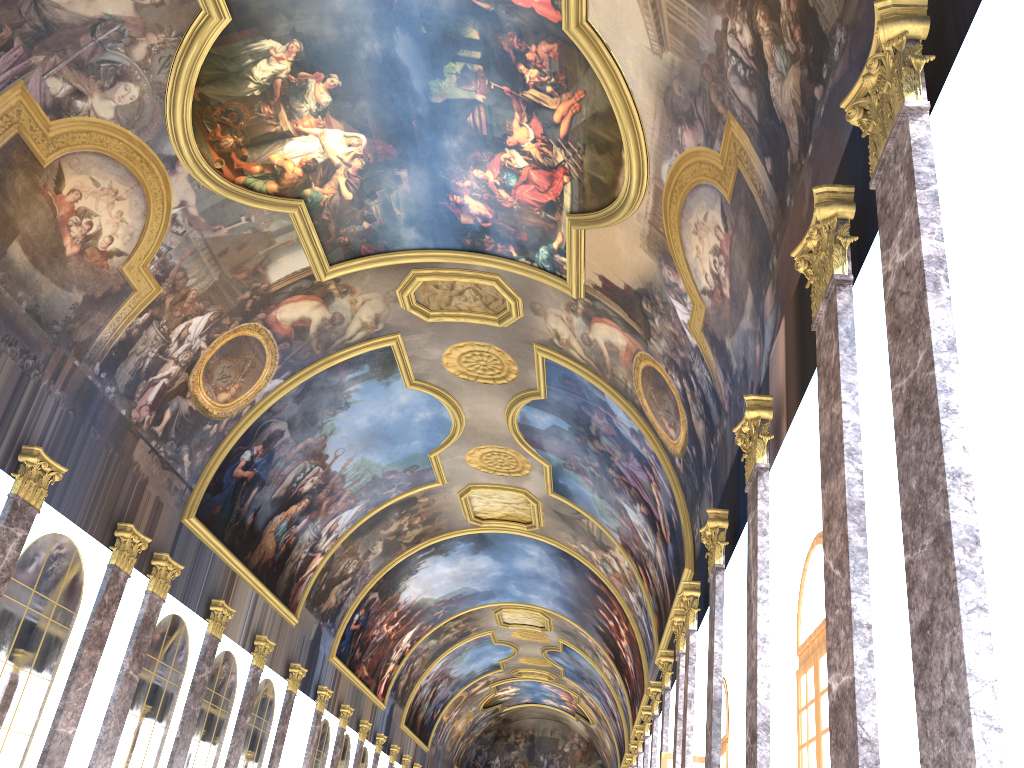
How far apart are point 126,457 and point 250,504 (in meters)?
5.80
